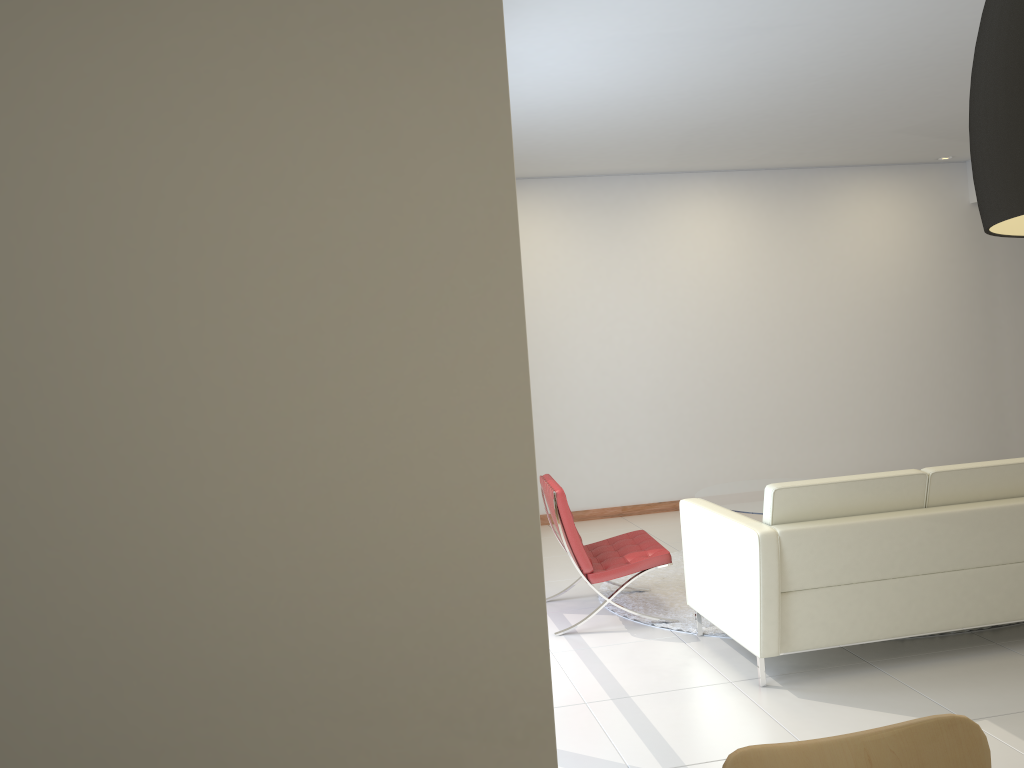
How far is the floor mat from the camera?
5.20m

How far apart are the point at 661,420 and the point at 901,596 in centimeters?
428cm

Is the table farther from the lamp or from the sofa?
the lamp

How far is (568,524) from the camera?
5.04m

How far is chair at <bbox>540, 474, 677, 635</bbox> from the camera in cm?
504

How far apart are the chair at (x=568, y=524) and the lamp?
4.1 meters

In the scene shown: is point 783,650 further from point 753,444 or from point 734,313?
point 734,313

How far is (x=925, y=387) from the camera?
8.8m

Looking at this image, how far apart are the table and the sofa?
1.4 meters

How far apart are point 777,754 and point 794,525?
2.5 meters
